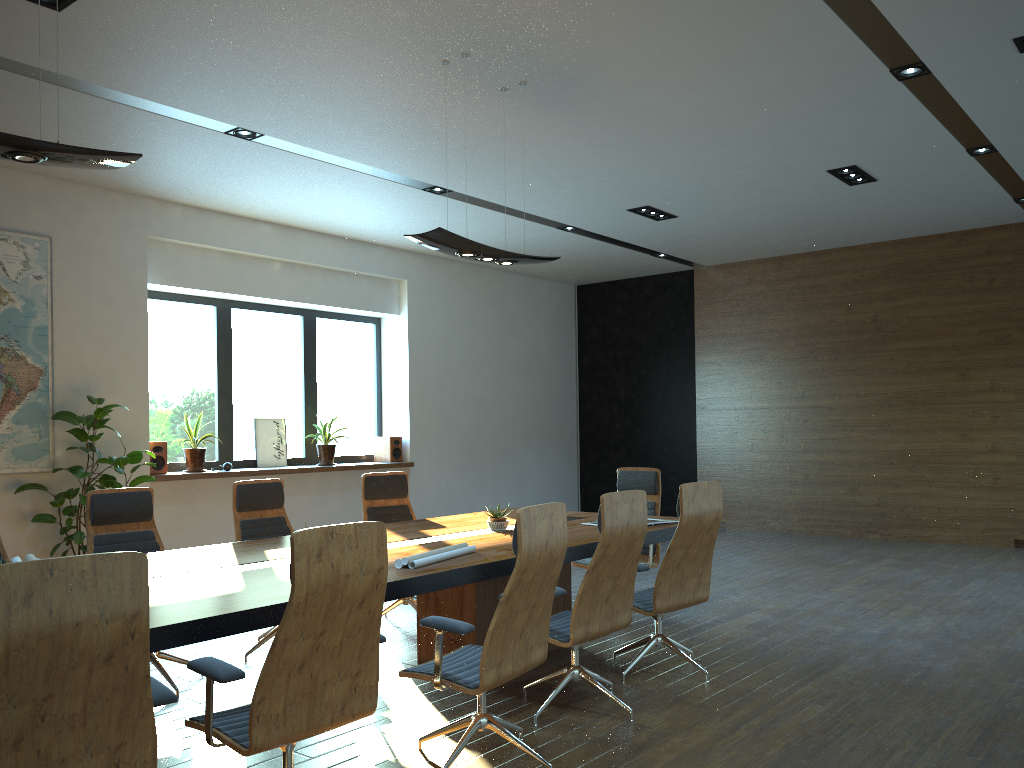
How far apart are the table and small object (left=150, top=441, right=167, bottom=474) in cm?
368

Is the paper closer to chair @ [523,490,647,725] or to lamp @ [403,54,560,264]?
chair @ [523,490,647,725]

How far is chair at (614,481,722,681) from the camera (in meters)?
4.89

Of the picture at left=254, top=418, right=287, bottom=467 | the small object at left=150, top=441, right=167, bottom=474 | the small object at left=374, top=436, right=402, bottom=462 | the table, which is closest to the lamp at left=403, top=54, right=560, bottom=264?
the table

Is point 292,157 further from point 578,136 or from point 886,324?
point 886,324

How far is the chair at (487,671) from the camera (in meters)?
3.47

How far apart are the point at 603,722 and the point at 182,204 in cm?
682

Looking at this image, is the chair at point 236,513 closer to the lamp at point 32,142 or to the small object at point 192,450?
the lamp at point 32,142

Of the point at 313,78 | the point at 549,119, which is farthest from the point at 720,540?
the point at 313,78

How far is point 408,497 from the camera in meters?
6.9
